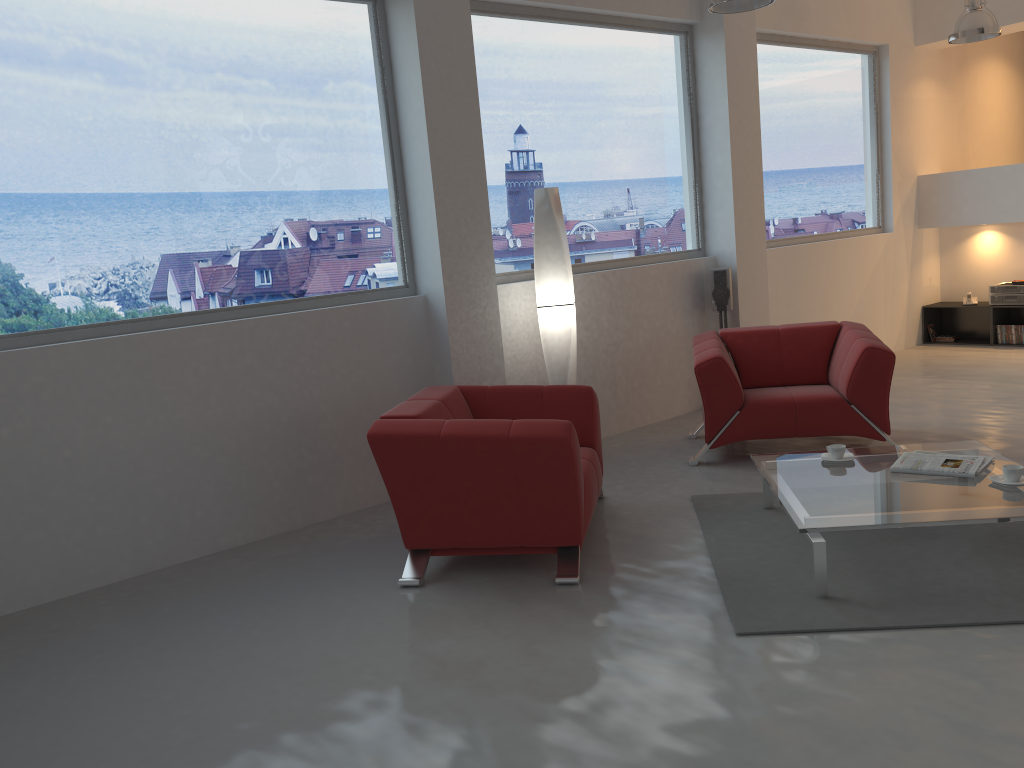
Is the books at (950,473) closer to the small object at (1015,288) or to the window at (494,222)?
the window at (494,222)

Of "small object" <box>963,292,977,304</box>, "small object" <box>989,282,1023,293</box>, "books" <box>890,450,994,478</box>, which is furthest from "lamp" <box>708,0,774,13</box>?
"small object" <box>963,292,977,304</box>

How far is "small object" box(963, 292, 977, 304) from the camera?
9.0 meters

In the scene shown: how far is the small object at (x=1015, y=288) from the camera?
8.6 meters

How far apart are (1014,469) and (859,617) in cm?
103

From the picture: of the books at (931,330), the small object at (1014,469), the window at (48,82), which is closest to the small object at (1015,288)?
the books at (931,330)

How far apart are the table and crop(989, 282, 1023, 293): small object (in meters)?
5.12

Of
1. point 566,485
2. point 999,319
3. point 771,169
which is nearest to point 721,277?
point 771,169

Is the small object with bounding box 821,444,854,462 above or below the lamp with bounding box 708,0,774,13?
below

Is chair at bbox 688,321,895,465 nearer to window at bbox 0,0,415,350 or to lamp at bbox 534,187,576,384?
lamp at bbox 534,187,576,384
